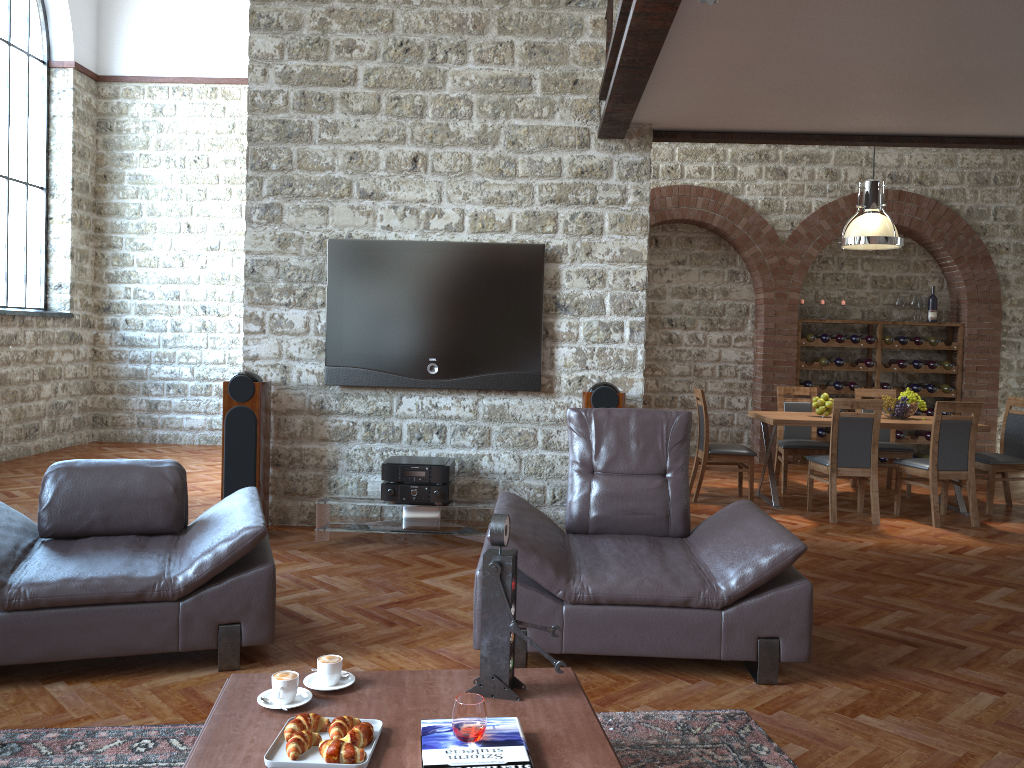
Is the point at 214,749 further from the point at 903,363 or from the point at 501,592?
the point at 903,363

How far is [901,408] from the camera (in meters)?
7.71

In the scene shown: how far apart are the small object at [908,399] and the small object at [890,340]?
2.57m

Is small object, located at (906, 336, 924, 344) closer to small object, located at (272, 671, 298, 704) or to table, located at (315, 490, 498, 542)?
table, located at (315, 490, 498, 542)

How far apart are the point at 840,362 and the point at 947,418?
3.3m

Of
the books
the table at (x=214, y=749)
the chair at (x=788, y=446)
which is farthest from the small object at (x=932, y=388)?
the books

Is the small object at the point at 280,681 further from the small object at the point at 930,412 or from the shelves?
the small object at the point at 930,412

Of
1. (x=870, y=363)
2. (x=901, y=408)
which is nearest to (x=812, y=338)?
(x=870, y=363)

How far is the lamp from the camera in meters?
7.5 m

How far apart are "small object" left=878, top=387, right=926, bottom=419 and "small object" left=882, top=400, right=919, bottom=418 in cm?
6
